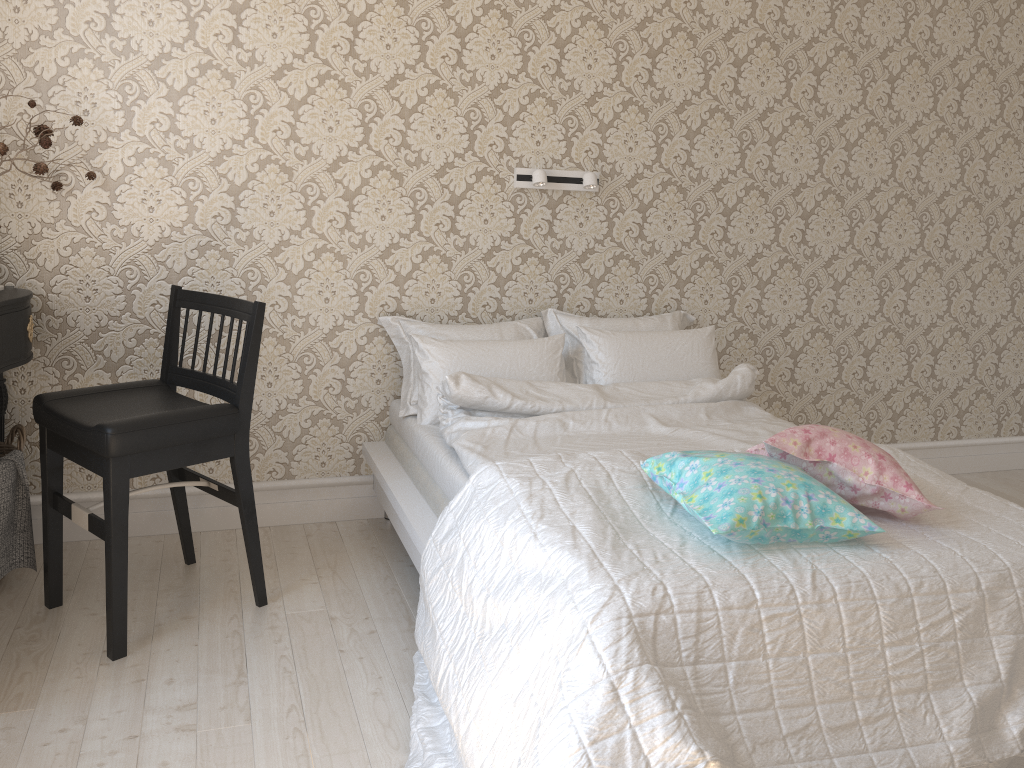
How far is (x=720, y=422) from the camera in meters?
2.8 m

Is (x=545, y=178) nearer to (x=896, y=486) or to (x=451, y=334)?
Result: (x=451, y=334)

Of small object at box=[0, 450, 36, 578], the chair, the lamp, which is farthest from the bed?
small object at box=[0, 450, 36, 578]

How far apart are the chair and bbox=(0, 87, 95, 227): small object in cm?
43

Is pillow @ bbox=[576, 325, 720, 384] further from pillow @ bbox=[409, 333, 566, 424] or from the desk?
the desk

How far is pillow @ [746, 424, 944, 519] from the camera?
1.9m

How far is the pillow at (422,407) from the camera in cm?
284

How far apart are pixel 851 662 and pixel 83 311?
2.40m

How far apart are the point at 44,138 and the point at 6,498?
1.0 meters

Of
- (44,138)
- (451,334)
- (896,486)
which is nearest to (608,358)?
(451,334)
